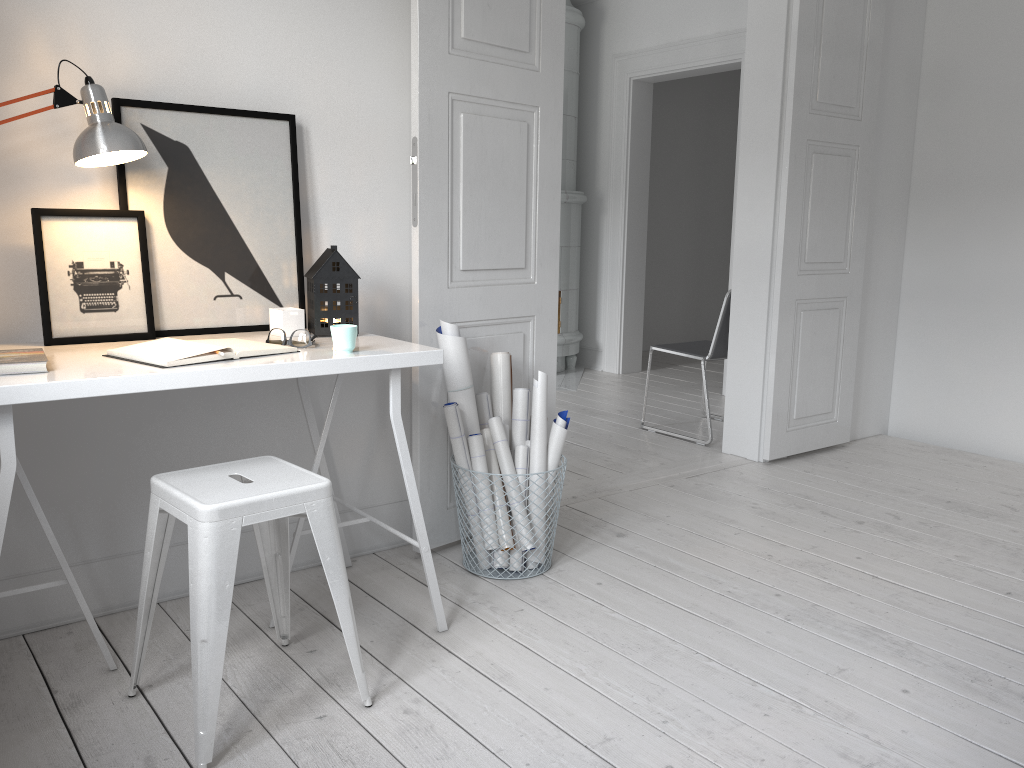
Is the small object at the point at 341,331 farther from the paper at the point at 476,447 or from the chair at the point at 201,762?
the paper at the point at 476,447

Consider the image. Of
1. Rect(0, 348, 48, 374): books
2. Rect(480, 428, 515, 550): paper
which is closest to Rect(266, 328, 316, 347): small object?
Rect(0, 348, 48, 374): books

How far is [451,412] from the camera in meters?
2.7 m

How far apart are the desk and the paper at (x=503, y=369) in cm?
59

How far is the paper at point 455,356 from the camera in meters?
2.8

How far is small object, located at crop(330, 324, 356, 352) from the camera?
2.1m

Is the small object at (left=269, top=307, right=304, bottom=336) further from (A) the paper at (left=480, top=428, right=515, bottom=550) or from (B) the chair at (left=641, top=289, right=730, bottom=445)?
(B) the chair at (left=641, top=289, right=730, bottom=445)

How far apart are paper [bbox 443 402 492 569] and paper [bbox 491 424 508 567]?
0.05m

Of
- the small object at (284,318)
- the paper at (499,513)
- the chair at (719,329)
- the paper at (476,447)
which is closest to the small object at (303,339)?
the small object at (284,318)

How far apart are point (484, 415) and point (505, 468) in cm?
21
